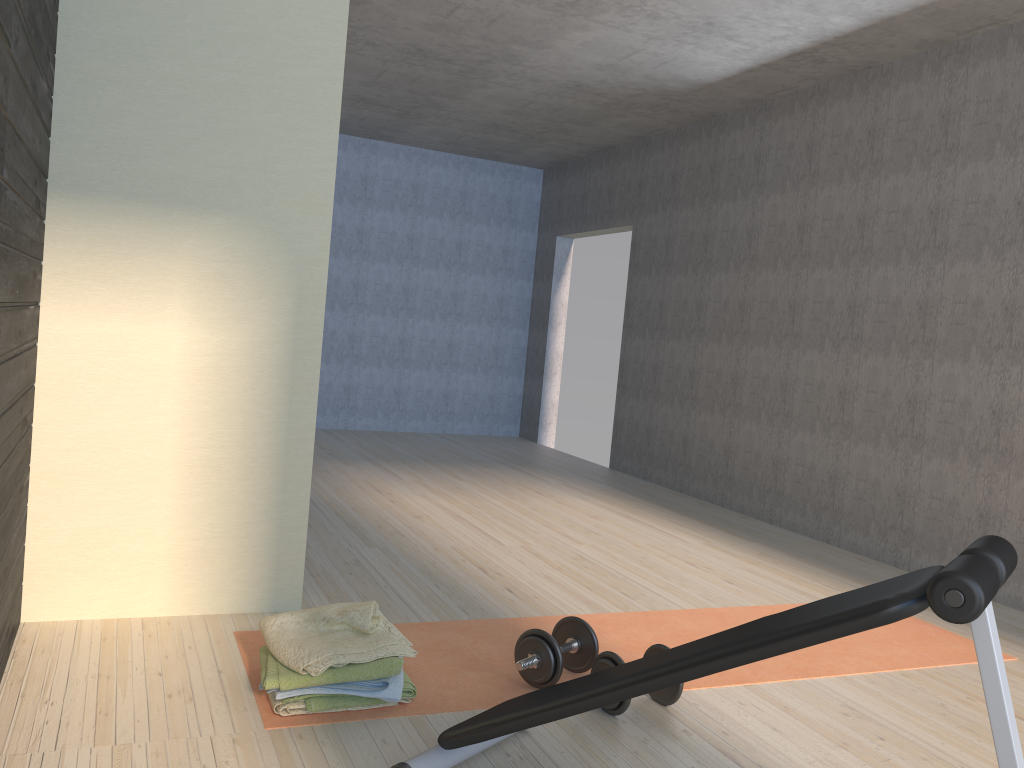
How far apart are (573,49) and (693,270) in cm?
201

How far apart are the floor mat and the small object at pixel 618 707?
0.18m

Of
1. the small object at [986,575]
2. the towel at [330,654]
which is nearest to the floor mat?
the towel at [330,654]

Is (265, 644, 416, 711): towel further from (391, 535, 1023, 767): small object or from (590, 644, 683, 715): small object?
(590, 644, 683, 715): small object

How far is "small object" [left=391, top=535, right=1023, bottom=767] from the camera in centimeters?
140cm

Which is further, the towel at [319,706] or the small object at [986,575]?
the towel at [319,706]

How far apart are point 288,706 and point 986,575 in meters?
1.7 m

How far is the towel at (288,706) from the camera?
2.3 meters

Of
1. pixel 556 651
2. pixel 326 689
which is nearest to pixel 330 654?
pixel 326 689

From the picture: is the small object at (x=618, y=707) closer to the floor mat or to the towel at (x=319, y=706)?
the floor mat
